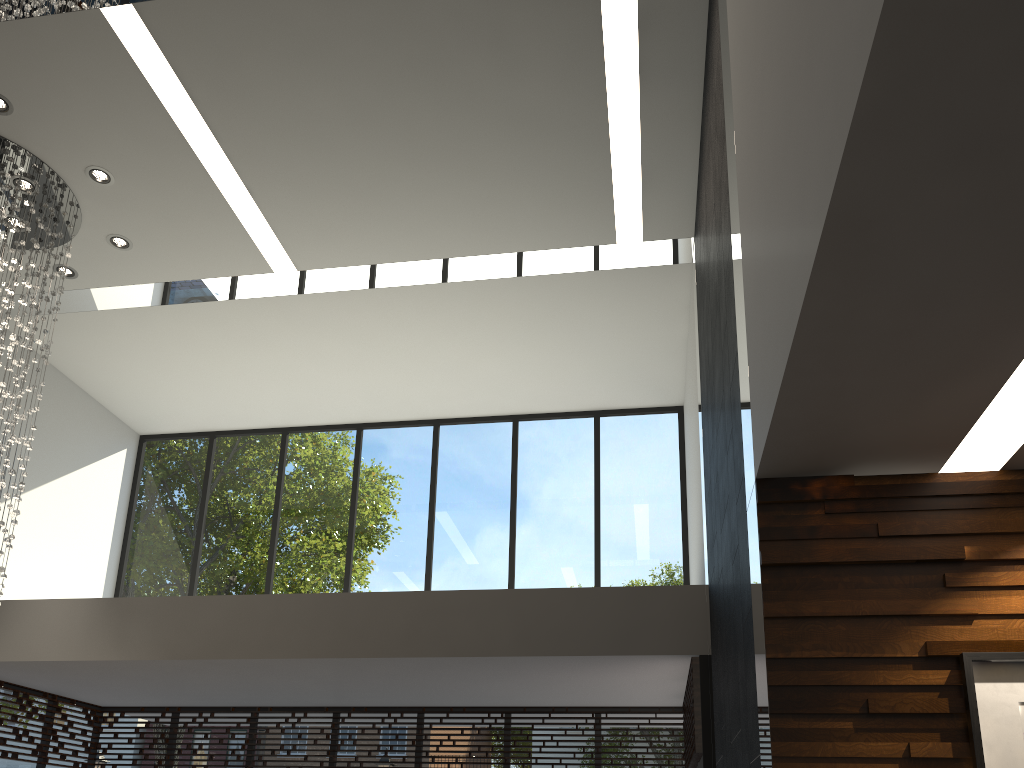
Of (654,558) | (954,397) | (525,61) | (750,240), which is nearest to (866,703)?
(954,397)

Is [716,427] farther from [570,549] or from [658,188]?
[570,549]

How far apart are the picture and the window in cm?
303

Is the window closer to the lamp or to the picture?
the lamp

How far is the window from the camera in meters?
7.7

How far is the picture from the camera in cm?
255

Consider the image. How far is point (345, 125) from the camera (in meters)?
6.04

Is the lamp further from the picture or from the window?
the picture

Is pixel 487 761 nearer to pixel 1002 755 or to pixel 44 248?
pixel 44 248

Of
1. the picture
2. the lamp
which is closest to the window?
the lamp
